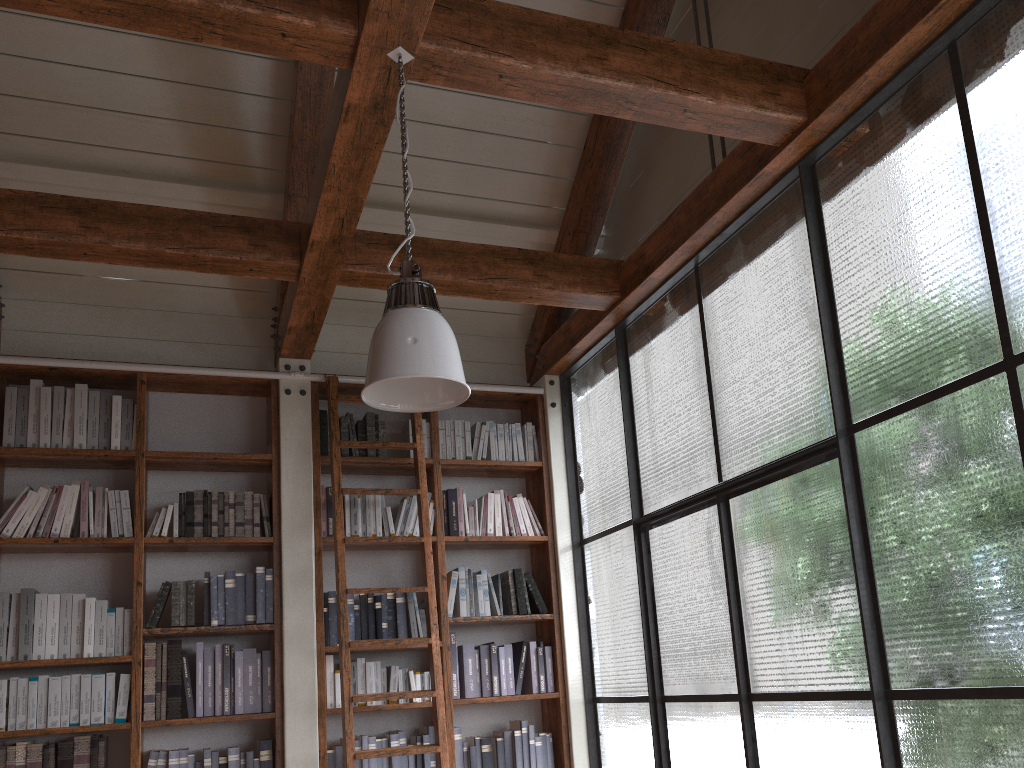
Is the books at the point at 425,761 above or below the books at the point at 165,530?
below

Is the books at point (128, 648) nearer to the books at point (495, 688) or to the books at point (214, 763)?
the books at point (214, 763)

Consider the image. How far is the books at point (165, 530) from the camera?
4.2m

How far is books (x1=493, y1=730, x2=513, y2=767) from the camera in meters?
4.4

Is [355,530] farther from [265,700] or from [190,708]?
[190,708]

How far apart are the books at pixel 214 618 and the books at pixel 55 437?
1.0m

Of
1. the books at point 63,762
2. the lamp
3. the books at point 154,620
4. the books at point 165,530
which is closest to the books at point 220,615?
the books at point 154,620

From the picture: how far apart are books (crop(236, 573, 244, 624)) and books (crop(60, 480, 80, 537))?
0.8m

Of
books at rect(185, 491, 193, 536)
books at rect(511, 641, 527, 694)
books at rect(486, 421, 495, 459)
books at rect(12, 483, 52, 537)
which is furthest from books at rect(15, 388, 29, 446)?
books at rect(511, 641, 527, 694)

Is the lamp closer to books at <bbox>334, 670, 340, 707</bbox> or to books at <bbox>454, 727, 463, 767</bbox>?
books at <bbox>334, 670, 340, 707</bbox>
